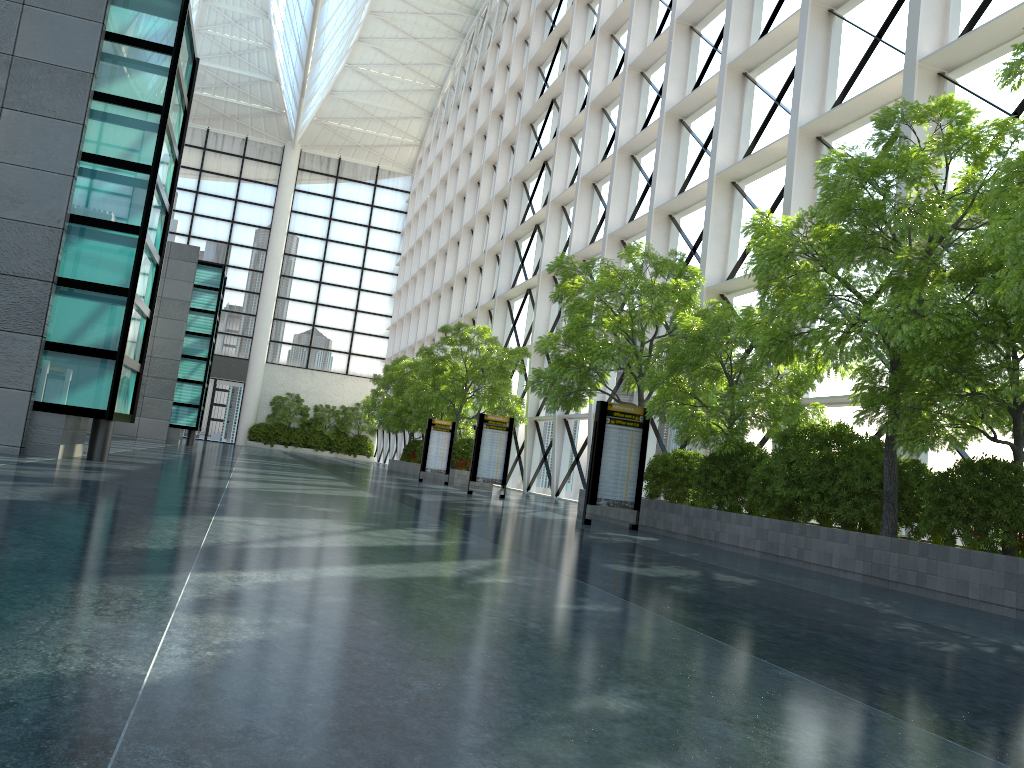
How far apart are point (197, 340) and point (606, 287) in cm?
3264

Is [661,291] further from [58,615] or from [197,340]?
[197,340]

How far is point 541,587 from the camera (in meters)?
7.15
